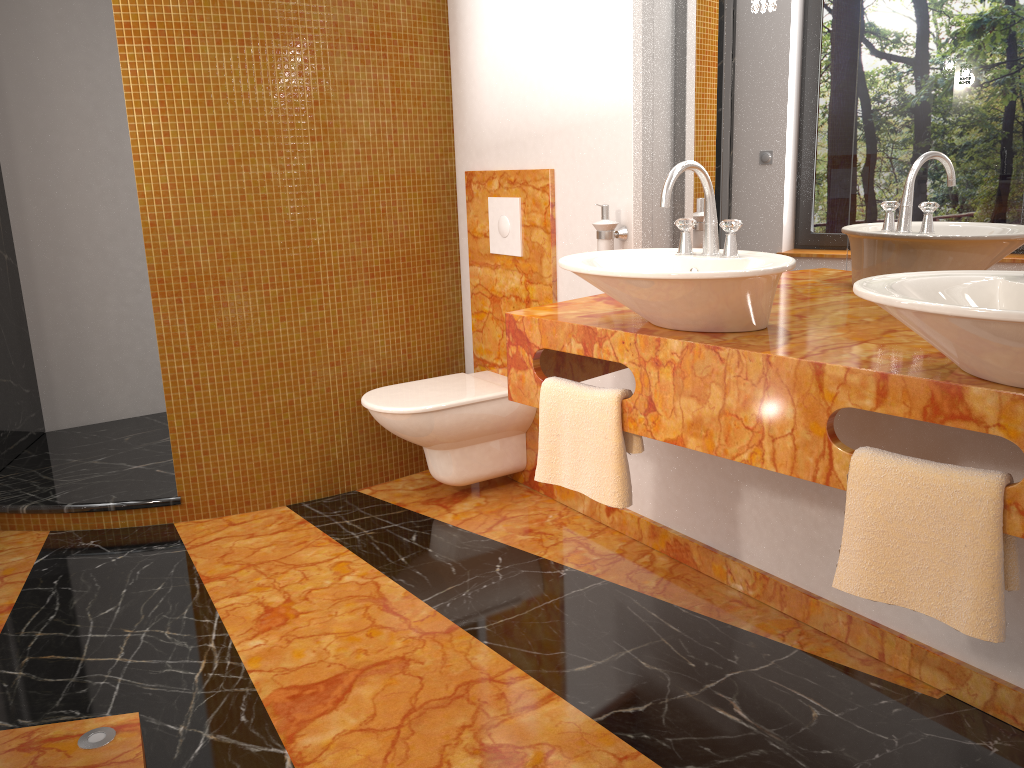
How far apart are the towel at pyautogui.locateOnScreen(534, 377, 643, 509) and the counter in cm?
2

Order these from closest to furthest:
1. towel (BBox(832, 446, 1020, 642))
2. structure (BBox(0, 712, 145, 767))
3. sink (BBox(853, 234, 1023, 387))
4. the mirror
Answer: sink (BBox(853, 234, 1023, 387))
towel (BBox(832, 446, 1020, 642))
structure (BBox(0, 712, 145, 767))
the mirror

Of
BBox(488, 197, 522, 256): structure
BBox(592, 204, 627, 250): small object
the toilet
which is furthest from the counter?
BBox(488, 197, 522, 256): structure

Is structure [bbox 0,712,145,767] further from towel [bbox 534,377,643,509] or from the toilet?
the toilet

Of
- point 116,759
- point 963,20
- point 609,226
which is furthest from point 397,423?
point 963,20

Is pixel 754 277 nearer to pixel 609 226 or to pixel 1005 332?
pixel 1005 332

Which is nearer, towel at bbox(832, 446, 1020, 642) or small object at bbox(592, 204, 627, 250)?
towel at bbox(832, 446, 1020, 642)

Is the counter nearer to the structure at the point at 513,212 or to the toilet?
the toilet

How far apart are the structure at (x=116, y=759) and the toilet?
1.3 meters

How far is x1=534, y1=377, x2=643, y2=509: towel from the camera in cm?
205
